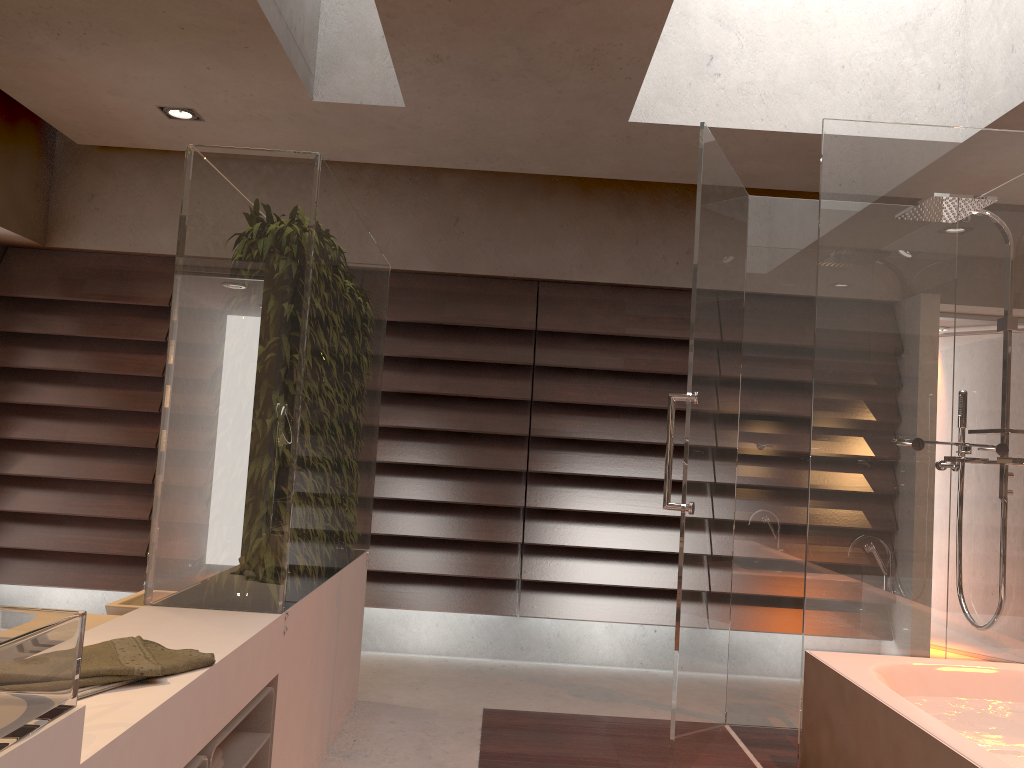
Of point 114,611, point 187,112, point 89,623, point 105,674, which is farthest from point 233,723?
point 187,112

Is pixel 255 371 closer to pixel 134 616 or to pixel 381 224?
pixel 134 616

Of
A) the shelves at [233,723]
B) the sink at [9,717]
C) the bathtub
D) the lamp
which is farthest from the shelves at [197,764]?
the lamp

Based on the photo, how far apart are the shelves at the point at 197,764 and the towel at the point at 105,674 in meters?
0.2 m

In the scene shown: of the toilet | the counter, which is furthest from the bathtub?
the toilet

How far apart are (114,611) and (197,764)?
1.6 meters

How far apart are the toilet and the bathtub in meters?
2.1

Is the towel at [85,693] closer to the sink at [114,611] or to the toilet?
the toilet

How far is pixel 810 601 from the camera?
2.8m

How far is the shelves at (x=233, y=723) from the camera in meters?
1.9
